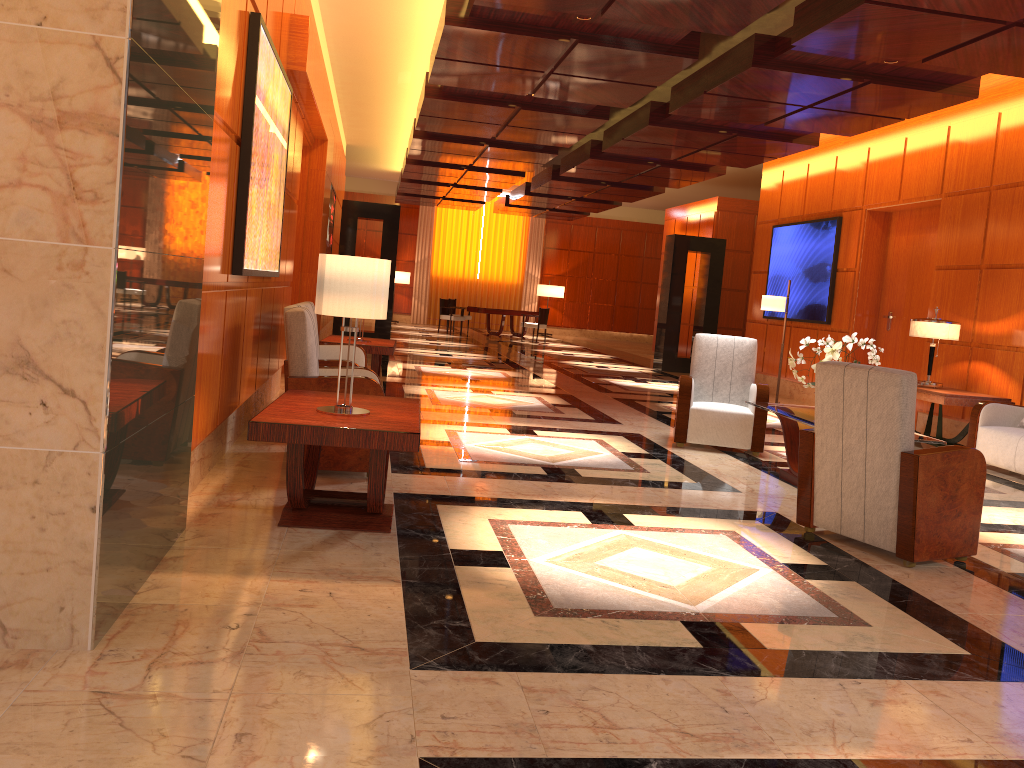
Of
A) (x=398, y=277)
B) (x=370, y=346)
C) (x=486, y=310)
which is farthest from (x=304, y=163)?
(x=398, y=277)

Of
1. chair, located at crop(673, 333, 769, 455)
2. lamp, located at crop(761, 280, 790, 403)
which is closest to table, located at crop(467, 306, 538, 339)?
lamp, located at crop(761, 280, 790, 403)

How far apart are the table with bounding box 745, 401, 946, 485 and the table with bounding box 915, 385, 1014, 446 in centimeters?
217cm

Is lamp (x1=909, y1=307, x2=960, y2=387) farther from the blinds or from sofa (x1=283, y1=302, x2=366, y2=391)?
the blinds

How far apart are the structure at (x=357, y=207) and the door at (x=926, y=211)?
7.6m

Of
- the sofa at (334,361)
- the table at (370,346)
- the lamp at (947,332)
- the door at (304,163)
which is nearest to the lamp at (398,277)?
the door at (304,163)

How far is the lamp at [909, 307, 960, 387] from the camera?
8.6 meters

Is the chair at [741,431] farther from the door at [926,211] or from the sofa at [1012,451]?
the door at [926,211]

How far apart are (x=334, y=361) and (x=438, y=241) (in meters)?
20.81

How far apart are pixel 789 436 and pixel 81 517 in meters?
5.1
